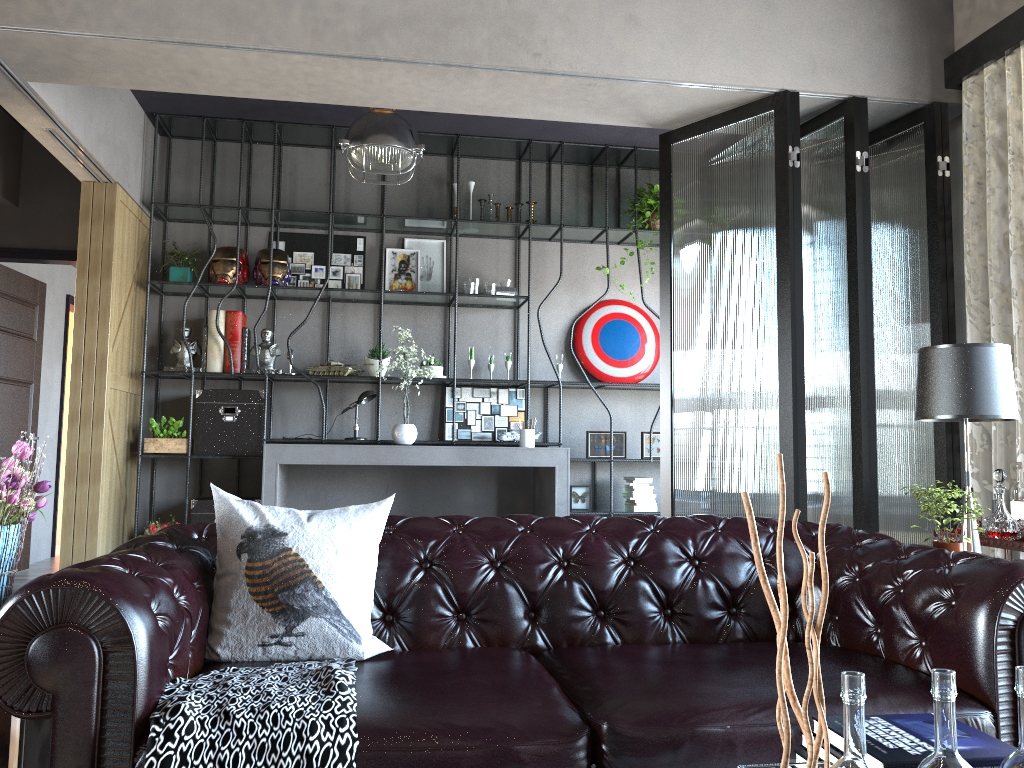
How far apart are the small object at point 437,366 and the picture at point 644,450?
1.7m

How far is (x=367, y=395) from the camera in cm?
655

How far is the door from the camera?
7.0m

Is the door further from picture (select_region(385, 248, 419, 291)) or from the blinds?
the blinds

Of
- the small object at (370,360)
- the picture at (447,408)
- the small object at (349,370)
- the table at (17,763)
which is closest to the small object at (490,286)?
the picture at (447,408)

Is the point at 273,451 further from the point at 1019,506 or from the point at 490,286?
the point at 1019,506

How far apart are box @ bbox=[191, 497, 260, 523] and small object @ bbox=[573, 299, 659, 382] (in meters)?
3.03

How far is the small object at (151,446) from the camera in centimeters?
625cm

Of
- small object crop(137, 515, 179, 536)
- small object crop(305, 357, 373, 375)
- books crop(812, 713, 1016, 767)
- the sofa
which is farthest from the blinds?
small object crop(137, 515, 179, 536)

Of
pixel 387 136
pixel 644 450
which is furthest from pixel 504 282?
pixel 387 136
